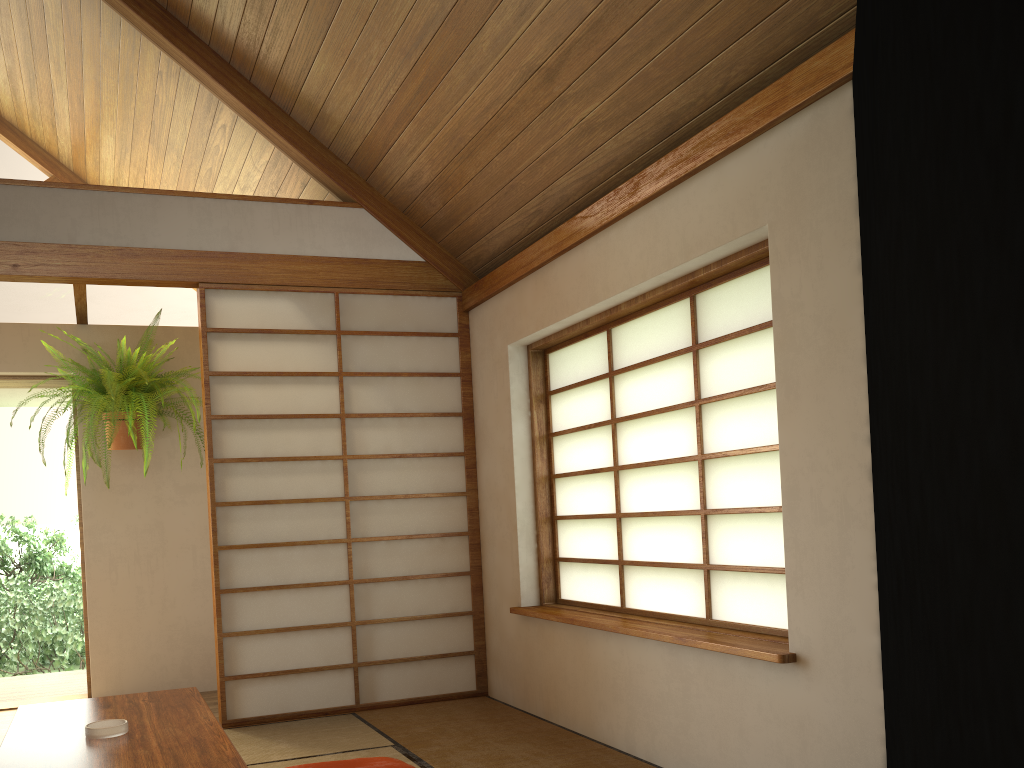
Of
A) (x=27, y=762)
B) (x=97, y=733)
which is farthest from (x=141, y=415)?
(x=27, y=762)

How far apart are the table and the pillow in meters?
0.4

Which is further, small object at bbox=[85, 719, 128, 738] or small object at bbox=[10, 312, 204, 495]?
small object at bbox=[10, 312, 204, 495]

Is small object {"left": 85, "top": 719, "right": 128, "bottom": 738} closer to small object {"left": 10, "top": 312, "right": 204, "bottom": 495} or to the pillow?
the pillow

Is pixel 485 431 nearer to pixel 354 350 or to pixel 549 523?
pixel 549 523

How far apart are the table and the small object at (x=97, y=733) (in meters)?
0.01

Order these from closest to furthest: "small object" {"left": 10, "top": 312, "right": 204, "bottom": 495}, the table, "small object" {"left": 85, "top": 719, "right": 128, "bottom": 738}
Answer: the table
"small object" {"left": 85, "top": 719, "right": 128, "bottom": 738}
"small object" {"left": 10, "top": 312, "right": 204, "bottom": 495}

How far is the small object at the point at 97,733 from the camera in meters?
2.3

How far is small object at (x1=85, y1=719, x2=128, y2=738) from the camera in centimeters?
234cm

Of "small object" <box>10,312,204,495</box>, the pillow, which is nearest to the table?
the pillow
